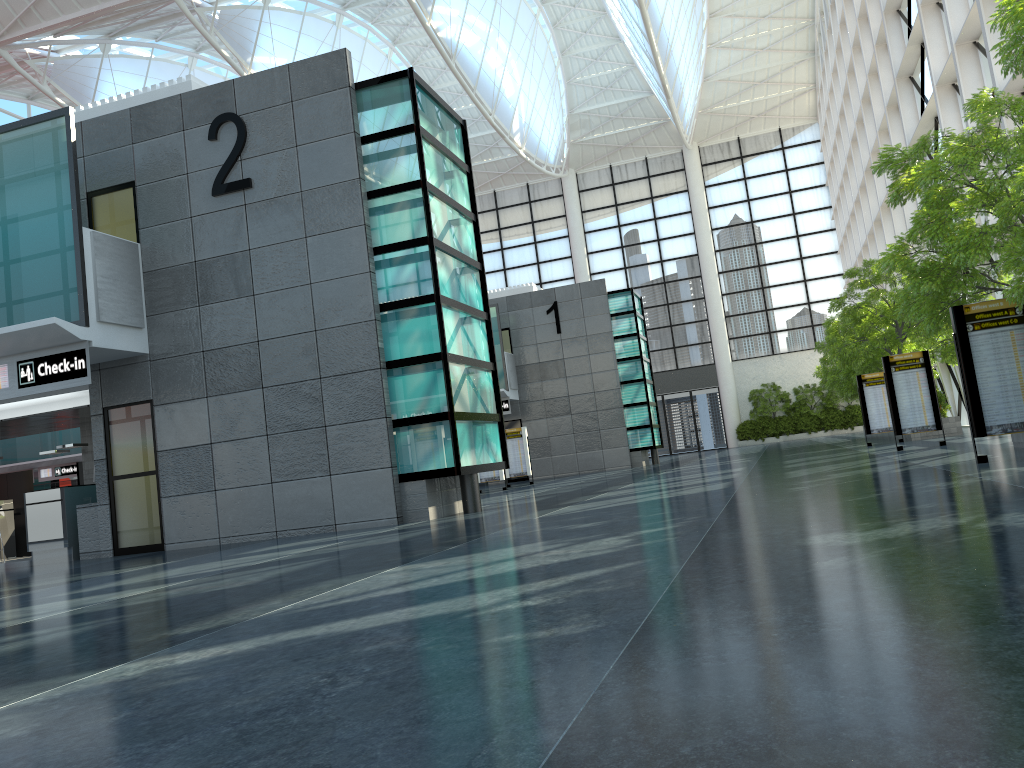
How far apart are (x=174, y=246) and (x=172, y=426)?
4.20m
